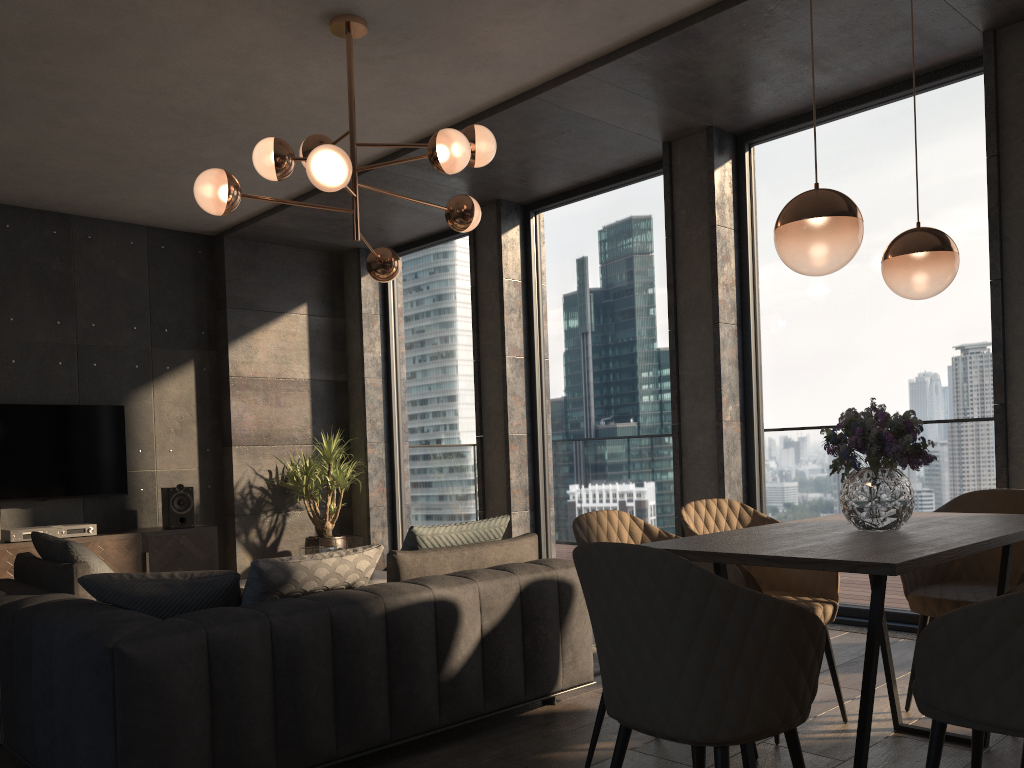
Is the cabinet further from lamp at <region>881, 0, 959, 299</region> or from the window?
lamp at <region>881, 0, 959, 299</region>

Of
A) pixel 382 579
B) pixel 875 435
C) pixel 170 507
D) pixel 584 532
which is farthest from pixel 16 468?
pixel 875 435

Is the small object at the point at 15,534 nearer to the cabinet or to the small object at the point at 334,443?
the cabinet

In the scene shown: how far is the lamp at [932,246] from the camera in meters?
2.9 m

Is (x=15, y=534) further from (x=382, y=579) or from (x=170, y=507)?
(x=382, y=579)

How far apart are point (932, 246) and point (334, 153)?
2.32m

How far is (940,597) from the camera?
3.2 meters

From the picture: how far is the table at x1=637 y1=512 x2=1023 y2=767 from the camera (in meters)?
2.07

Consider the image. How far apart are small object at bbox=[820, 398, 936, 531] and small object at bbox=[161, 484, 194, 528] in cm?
554

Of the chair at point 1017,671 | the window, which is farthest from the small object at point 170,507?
the chair at point 1017,671
